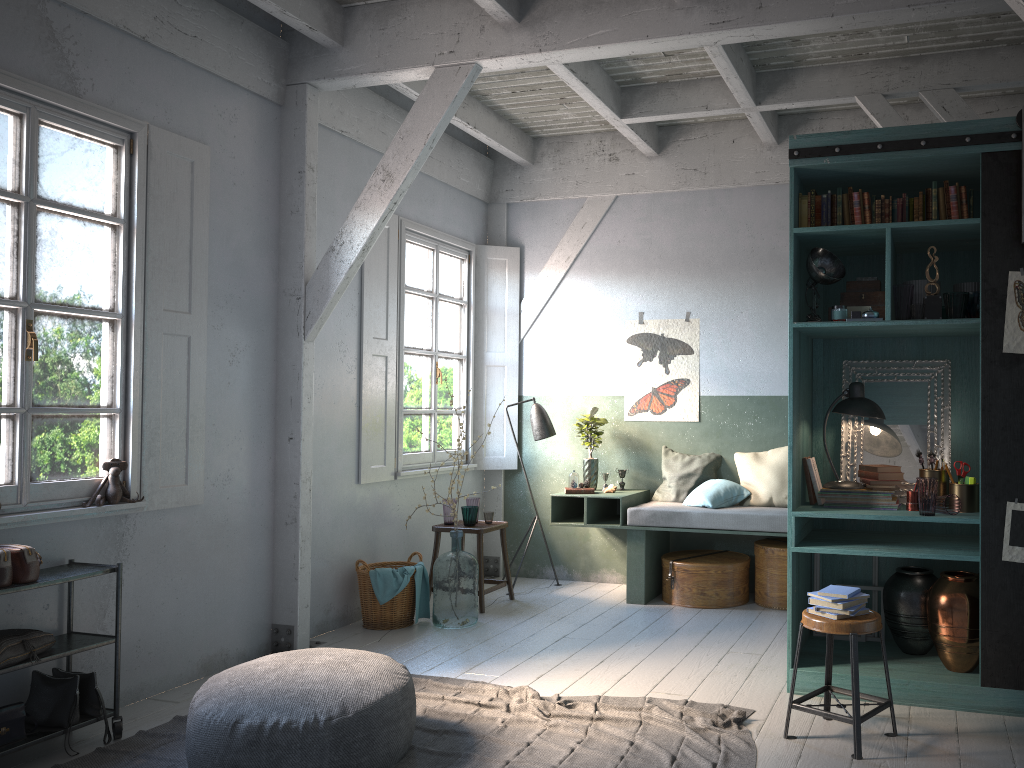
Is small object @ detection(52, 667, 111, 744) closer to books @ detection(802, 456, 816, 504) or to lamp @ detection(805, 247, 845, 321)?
books @ detection(802, 456, 816, 504)

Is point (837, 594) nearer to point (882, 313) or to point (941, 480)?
point (941, 480)

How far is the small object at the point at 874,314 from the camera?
4.9m

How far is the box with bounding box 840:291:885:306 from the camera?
5.1m

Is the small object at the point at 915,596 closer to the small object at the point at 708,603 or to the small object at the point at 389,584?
the small object at the point at 708,603

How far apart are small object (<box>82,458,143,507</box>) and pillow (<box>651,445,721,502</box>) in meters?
4.6

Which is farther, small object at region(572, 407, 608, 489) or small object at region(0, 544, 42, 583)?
small object at region(572, 407, 608, 489)

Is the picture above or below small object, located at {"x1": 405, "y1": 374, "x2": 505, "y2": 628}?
above

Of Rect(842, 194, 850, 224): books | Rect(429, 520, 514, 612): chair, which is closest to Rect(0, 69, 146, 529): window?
Rect(429, 520, 514, 612): chair

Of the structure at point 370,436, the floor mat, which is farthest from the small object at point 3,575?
the structure at point 370,436
